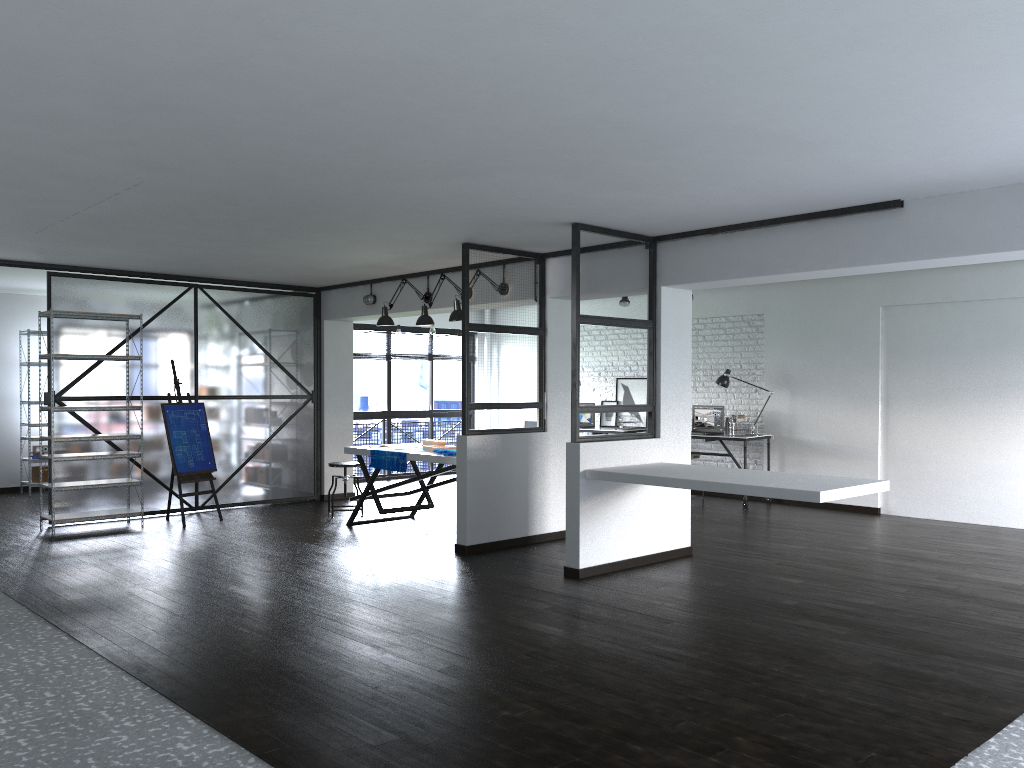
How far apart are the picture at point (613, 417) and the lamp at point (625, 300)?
1.6m

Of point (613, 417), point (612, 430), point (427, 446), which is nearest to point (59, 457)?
point (427, 446)

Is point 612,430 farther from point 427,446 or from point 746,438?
point 427,446

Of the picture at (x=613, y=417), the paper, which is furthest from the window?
the paper

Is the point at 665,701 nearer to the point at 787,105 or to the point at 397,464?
the point at 787,105

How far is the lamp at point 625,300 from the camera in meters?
10.2

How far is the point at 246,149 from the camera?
4.0 meters

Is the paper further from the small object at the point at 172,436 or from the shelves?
the shelves

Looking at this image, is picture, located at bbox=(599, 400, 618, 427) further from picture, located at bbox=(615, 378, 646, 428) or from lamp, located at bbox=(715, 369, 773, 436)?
lamp, located at bbox=(715, 369, 773, 436)

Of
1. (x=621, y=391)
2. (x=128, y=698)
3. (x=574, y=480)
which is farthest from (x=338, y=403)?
(x=128, y=698)
